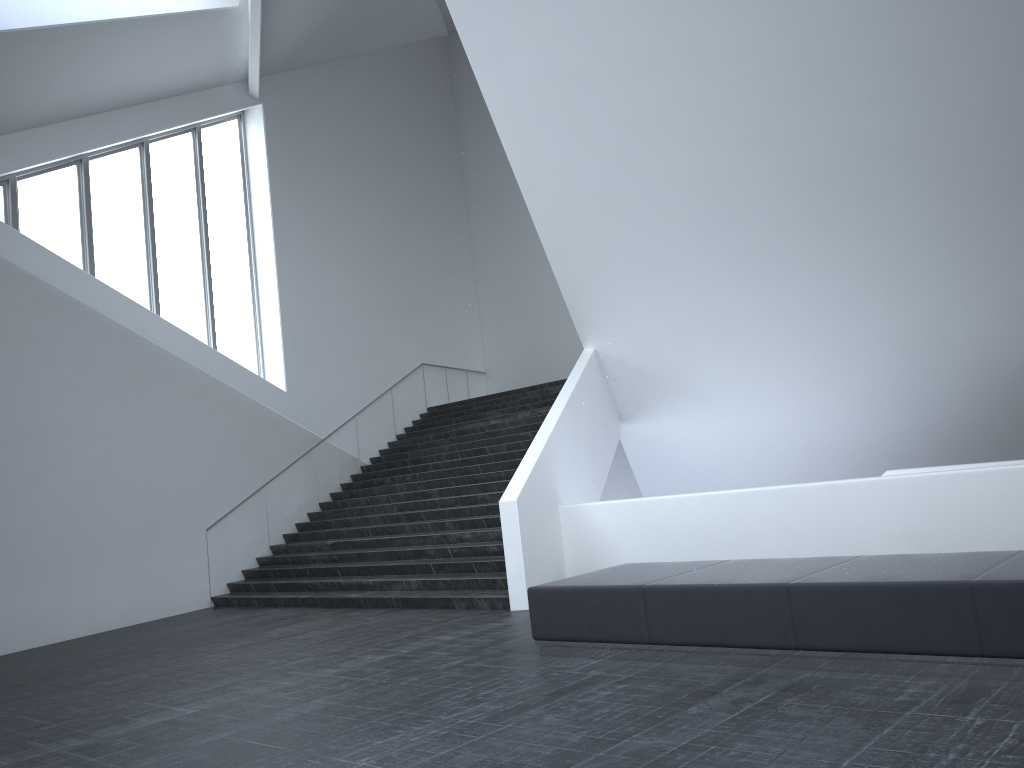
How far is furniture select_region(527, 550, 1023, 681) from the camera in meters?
5.2 m

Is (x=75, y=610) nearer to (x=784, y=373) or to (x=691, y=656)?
(x=691, y=656)

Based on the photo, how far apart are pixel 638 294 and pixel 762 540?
5.1 meters

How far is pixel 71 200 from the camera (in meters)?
14.09

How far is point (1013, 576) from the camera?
5.2m

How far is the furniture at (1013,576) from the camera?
5.2 meters
